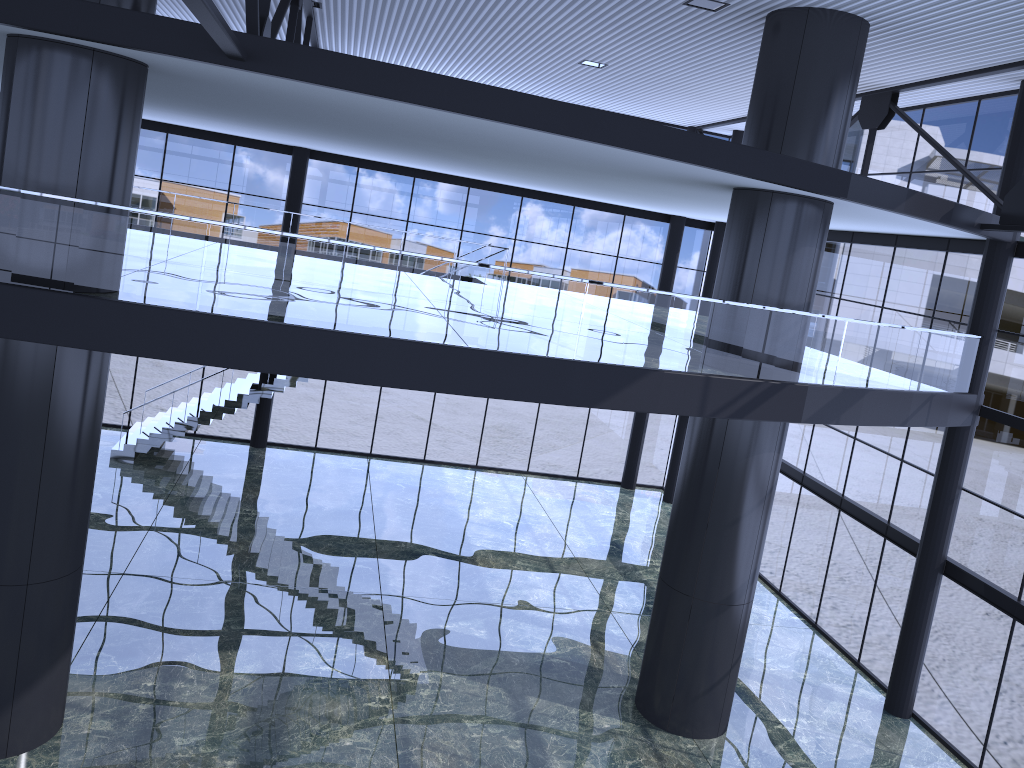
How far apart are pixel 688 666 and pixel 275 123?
13.0 meters

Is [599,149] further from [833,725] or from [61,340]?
[833,725]

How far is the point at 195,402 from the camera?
26.2 meters
